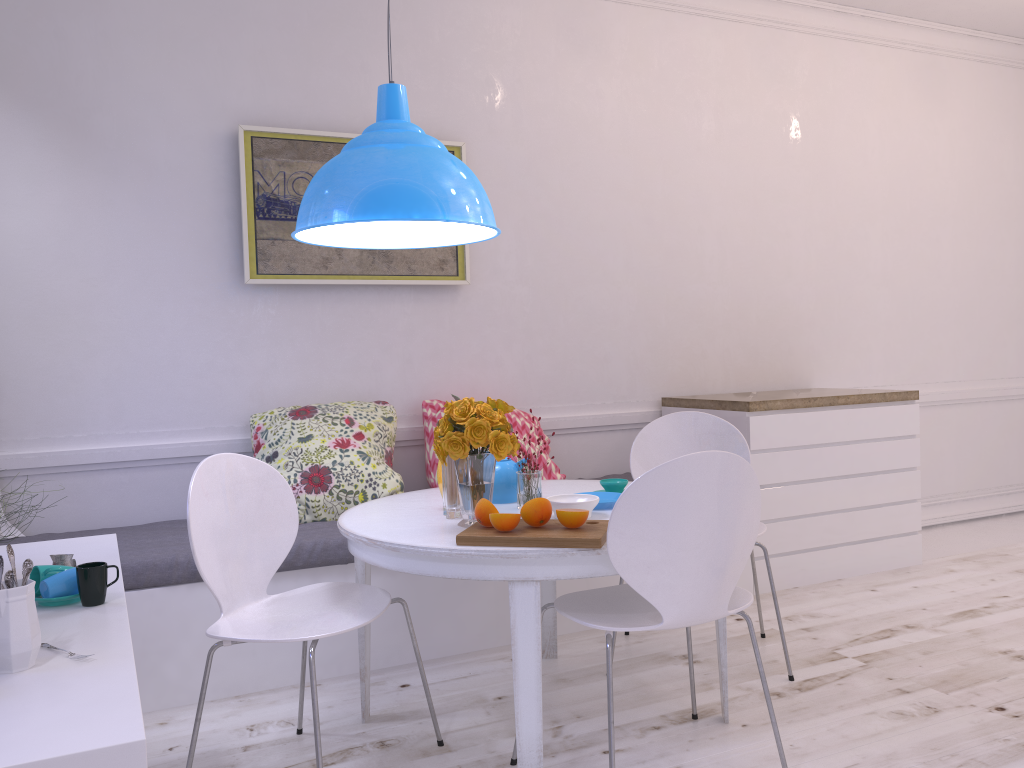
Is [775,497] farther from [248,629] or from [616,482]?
[248,629]

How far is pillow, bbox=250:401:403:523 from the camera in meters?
3.2 m

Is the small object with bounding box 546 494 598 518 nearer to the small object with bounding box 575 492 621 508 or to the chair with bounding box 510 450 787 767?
the small object with bounding box 575 492 621 508

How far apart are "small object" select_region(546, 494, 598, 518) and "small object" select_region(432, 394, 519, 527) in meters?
0.2 m

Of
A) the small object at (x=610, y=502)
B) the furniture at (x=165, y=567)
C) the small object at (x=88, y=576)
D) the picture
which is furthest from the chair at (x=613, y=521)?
the picture

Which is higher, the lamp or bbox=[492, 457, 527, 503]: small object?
the lamp

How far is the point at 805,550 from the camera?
4.00m

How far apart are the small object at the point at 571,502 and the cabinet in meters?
1.6 m

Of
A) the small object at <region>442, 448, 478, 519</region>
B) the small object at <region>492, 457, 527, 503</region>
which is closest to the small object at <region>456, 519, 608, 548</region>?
the small object at <region>442, 448, 478, 519</region>

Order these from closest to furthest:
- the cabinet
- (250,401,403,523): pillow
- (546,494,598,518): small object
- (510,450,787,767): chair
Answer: (510,450,787,767): chair → (546,494,598,518): small object → (250,401,403,523): pillow → the cabinet
